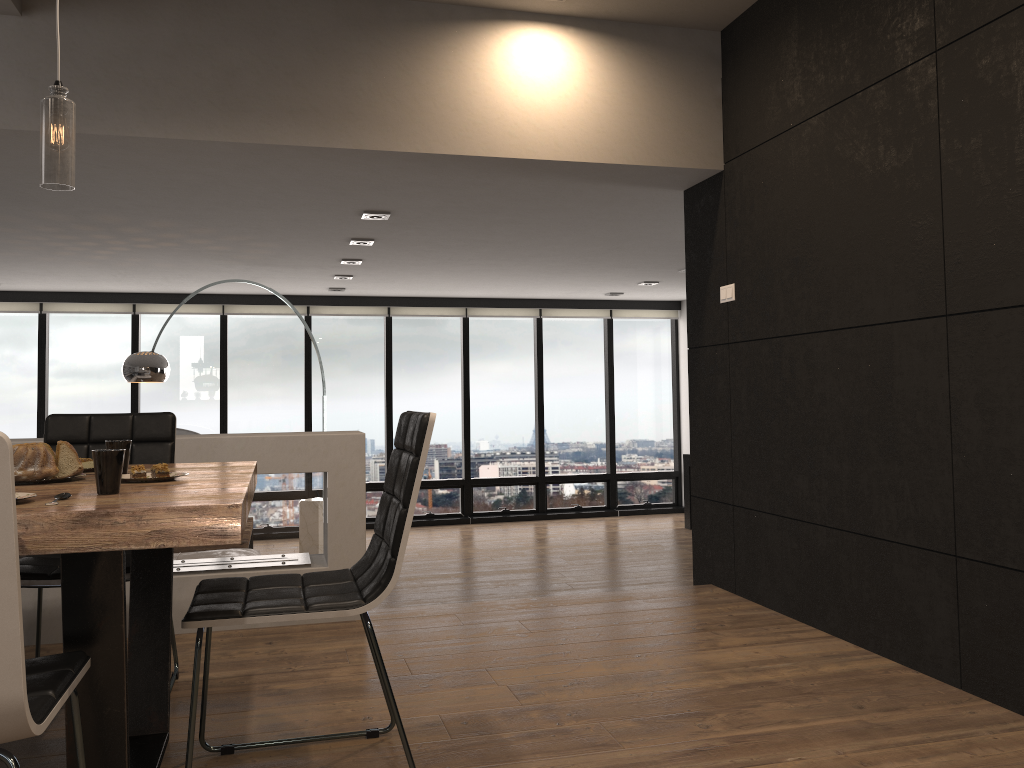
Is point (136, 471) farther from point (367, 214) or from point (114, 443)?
point (367, 214)

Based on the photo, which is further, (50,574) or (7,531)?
(50,574)

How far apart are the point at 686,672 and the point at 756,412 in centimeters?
139cm

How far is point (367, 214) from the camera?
5.15m

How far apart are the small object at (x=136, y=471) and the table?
0.1m

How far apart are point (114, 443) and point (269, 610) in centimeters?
68cm

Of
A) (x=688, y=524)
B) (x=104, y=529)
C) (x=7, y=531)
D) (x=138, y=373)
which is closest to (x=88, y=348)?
(x=138, y=373)

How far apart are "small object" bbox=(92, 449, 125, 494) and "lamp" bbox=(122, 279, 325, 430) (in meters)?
4.61

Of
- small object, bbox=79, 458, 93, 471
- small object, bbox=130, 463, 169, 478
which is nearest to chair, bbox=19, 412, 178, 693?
small object, bbox=79, 458, 93, 471

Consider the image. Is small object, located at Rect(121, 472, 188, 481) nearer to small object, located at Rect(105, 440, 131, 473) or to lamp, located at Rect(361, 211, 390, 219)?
small object, located at Rect(105, 440, 131, 473)
